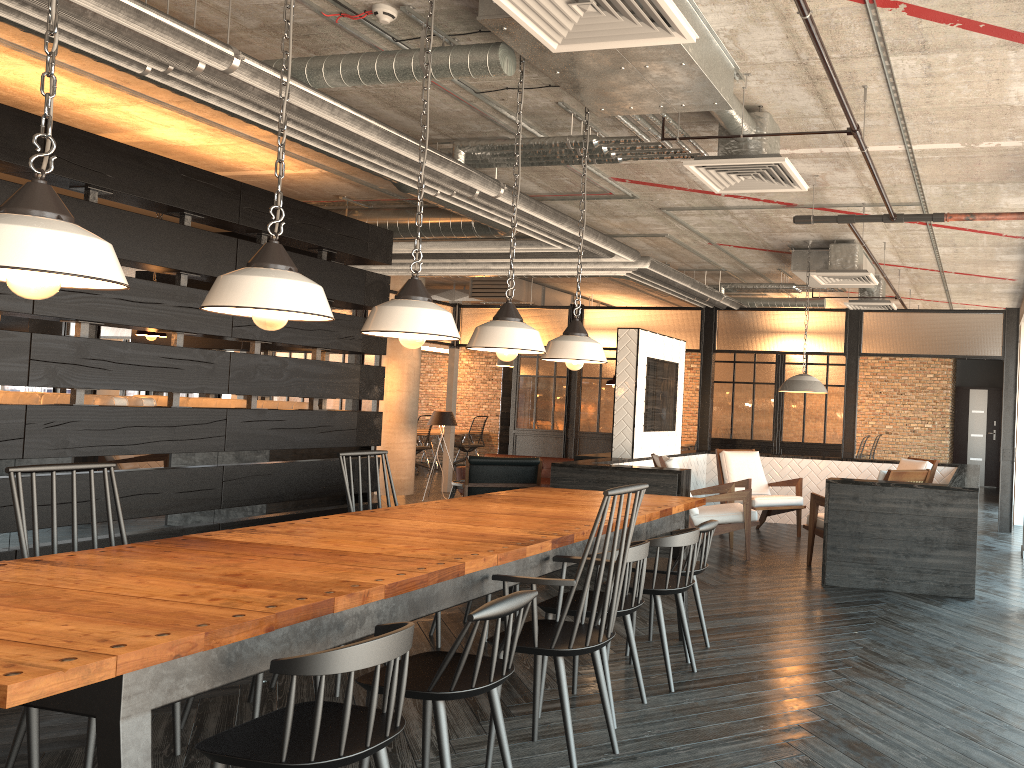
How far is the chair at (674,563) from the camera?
4.3 meters

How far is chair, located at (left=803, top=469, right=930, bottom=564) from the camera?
6.4m

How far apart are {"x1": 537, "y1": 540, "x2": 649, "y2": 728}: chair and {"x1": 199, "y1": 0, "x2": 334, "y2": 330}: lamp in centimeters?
152cm

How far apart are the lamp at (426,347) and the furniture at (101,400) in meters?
11.4

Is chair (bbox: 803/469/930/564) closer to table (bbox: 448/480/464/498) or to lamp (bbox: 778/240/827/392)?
lamp (bbox: 778/240/827/392)

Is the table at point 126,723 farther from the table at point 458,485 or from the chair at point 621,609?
the table at point 458,485

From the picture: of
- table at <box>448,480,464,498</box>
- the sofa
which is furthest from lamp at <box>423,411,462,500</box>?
table at <box>448,480,464,498</box>

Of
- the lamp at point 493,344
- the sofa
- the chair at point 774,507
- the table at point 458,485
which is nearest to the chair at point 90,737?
the lamp at point 493,344

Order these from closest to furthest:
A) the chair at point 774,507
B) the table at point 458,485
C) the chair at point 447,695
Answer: the chair at point 447,695, the chair at point 774,507, the table at point 458,485

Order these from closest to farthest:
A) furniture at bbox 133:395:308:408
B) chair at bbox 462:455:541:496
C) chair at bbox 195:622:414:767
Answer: chair at bbox 195:622:414:767 → furniture at bbox 133:395:308:408 → chair at bbox 462:455:541:496
